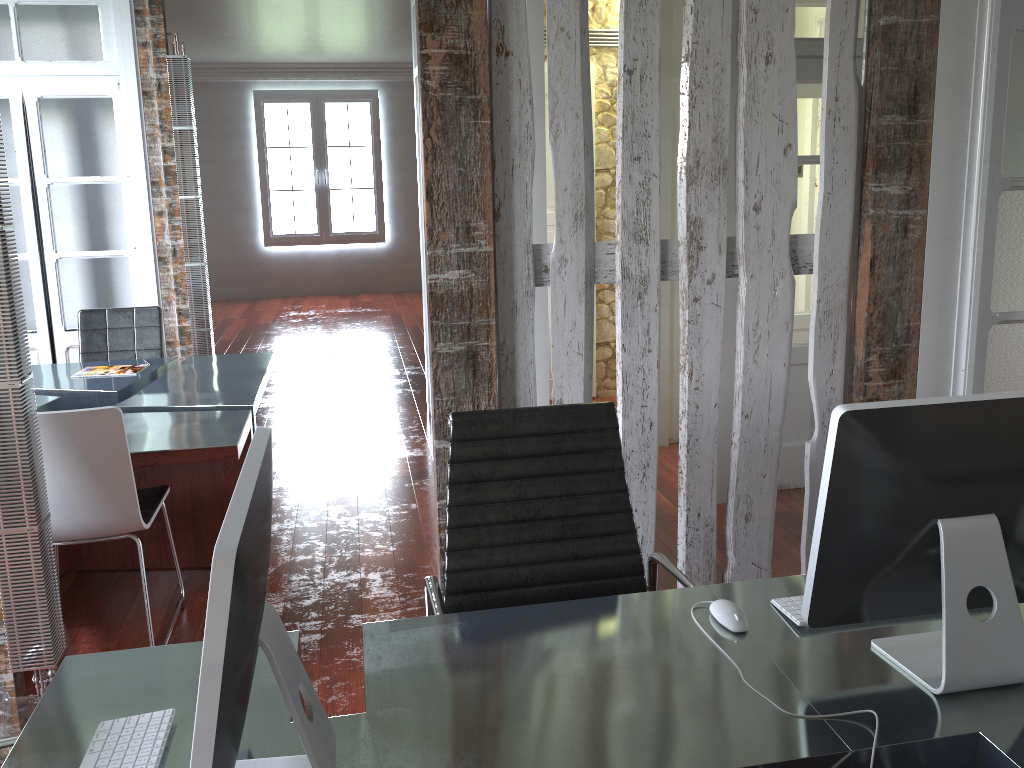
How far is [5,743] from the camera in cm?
151

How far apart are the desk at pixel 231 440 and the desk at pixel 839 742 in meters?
1.6

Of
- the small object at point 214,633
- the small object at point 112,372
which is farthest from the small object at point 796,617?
the small object at point 112,372

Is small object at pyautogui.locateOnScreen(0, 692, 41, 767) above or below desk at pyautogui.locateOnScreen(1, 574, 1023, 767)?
below

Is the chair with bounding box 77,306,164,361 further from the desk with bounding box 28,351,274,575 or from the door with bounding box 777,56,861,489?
the door with bounding box 777,56,861,489

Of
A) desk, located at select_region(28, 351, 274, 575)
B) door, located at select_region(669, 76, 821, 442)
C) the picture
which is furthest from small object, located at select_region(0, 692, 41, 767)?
the picture

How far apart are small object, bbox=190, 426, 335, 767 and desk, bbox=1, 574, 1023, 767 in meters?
0.0 m

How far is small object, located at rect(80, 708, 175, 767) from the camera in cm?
134

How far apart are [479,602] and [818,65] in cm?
308

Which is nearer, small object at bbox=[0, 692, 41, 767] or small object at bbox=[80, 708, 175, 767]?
small object at bbox=[80, 708, 175, 767]
